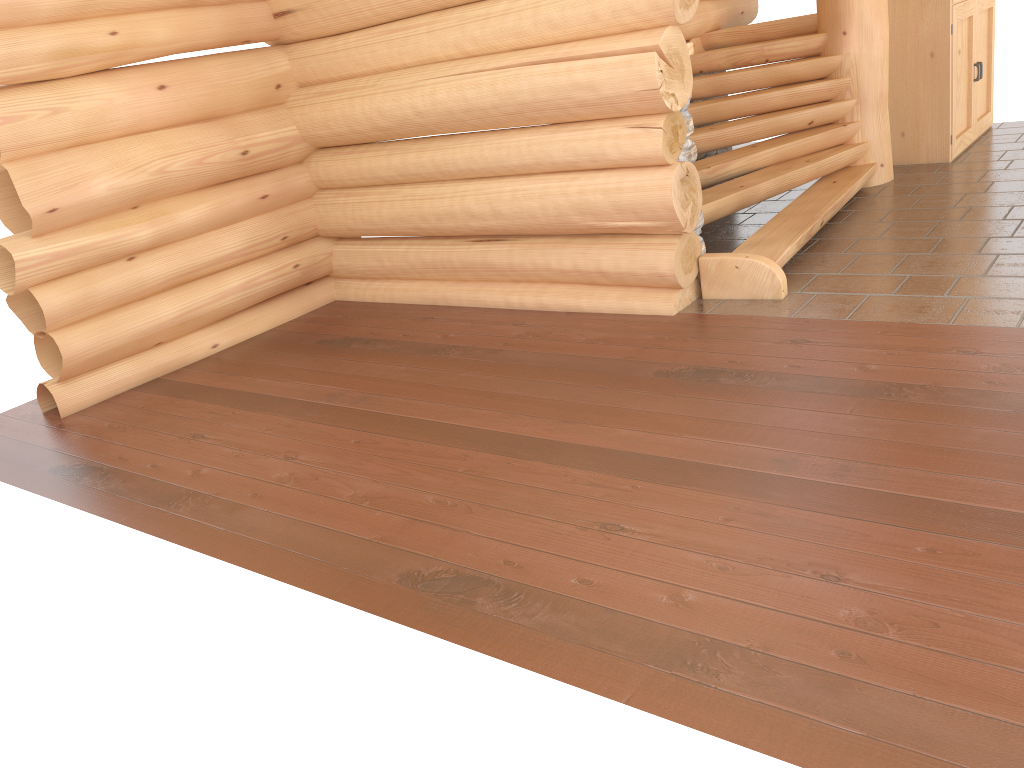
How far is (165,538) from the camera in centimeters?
381cm

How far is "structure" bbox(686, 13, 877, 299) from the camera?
5.5 meters

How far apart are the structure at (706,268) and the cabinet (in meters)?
0.84

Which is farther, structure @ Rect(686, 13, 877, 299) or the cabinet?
the cabinet

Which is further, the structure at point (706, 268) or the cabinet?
the cabinet

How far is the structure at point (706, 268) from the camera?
5.5 meters

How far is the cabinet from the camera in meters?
7.7

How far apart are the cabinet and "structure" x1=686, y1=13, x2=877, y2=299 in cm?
84
